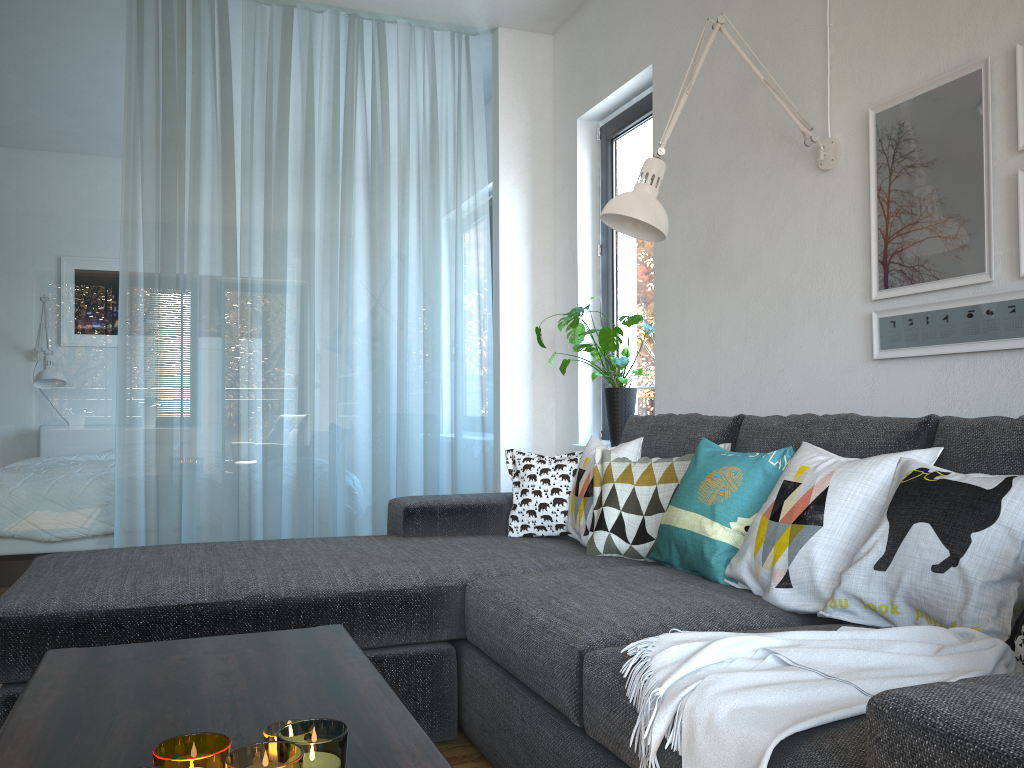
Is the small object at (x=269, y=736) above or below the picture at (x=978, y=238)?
below

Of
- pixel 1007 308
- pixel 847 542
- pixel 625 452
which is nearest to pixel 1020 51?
pixel 1007 308

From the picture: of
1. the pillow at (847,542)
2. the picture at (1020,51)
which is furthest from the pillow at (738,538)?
the picture at (1020,51)

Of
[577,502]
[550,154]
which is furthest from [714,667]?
[550,154]

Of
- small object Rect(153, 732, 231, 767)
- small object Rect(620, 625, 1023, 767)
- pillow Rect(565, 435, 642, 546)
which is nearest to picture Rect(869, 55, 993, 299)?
pillow Rect(565, 435, 642, 546)

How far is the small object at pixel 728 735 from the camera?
1.14m

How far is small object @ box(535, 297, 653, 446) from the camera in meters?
3.7

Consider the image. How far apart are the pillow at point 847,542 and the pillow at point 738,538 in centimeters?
2cm

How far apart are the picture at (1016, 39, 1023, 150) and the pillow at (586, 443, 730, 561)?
1.1 meters

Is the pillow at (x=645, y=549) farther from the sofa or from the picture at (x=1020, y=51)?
the picture at (x=1020, y=51)
